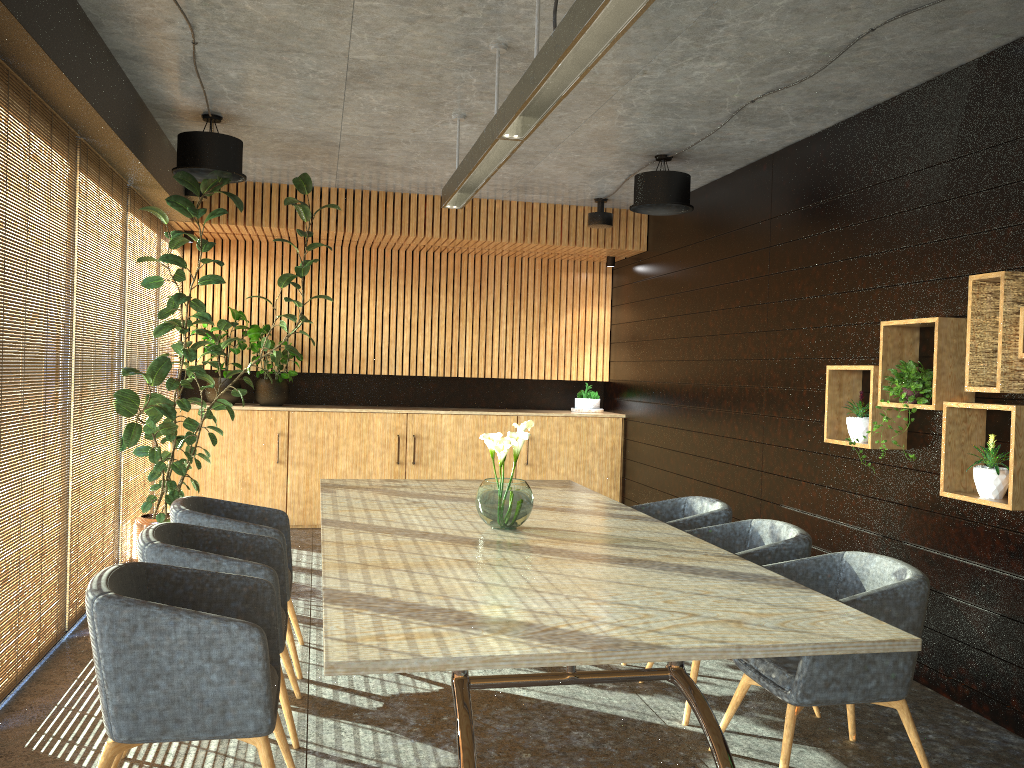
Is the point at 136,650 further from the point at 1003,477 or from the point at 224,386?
the point at 224,386

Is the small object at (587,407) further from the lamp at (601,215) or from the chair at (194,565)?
the chair at (194,565)

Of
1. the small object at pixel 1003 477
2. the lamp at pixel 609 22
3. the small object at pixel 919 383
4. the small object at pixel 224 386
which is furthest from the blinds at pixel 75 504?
the small object at pixel 1003 477

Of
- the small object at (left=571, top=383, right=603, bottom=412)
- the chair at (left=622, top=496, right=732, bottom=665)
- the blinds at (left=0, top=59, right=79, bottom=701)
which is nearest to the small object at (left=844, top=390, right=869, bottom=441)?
the chair at (left=622, top=496, right=732, bottom=665)

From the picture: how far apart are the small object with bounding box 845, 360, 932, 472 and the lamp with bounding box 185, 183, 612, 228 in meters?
4.4 m

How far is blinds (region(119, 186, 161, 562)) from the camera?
7.0 meters

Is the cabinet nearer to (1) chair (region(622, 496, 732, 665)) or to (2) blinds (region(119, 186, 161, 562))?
(2) blinds (region(119, 186, 161, 562))

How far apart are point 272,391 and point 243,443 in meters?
0.6

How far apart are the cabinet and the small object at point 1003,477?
5.76m

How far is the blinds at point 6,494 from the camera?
4.30m
